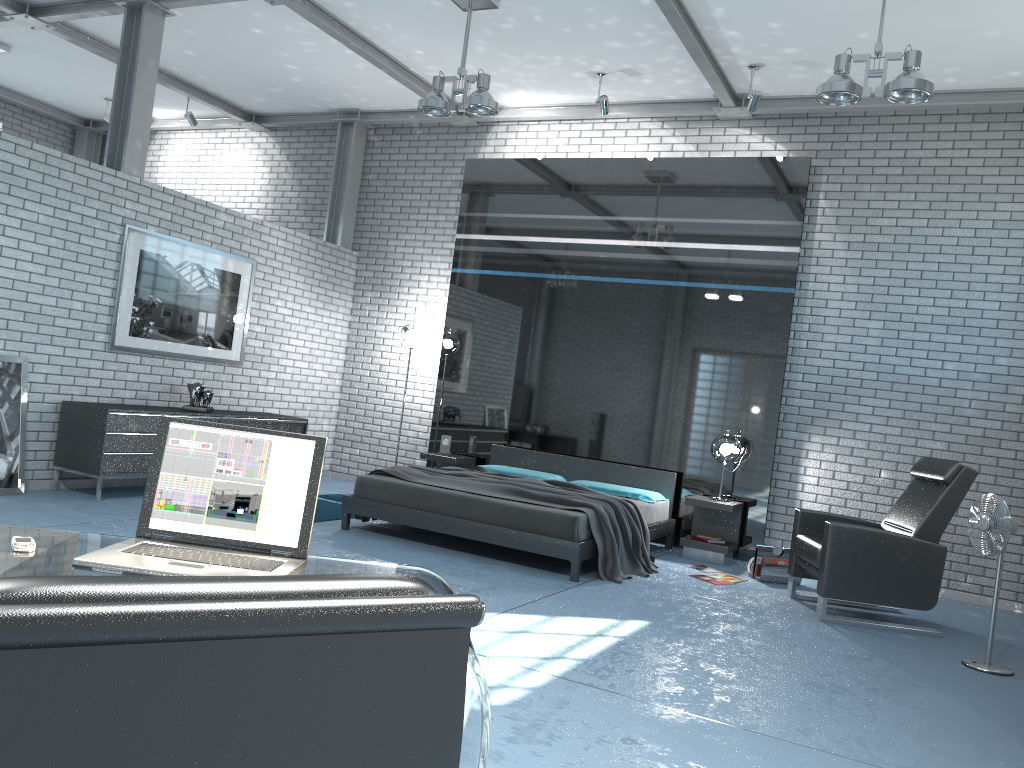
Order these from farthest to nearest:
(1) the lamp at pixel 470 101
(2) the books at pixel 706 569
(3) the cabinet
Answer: (2) the books at pixel 706 569, (3) the cabinet, (1) the lamp at pixel 470 101

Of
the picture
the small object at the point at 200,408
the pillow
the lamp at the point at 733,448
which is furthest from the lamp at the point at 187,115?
the lamp at the point at 733,448

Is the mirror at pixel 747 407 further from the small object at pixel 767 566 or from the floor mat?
the floor mat

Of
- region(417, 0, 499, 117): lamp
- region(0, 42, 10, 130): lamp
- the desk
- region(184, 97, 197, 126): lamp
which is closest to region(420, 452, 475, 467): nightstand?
region(417, 0, 499, 117): lamp

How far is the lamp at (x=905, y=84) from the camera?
4.95m

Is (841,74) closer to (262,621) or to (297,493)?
(297,493)

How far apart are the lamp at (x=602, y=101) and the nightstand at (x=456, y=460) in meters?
3.4

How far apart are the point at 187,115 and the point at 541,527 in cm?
667

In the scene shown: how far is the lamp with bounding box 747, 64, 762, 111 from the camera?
7.03m

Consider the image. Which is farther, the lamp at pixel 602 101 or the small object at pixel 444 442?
the small object at pixel 444 442
